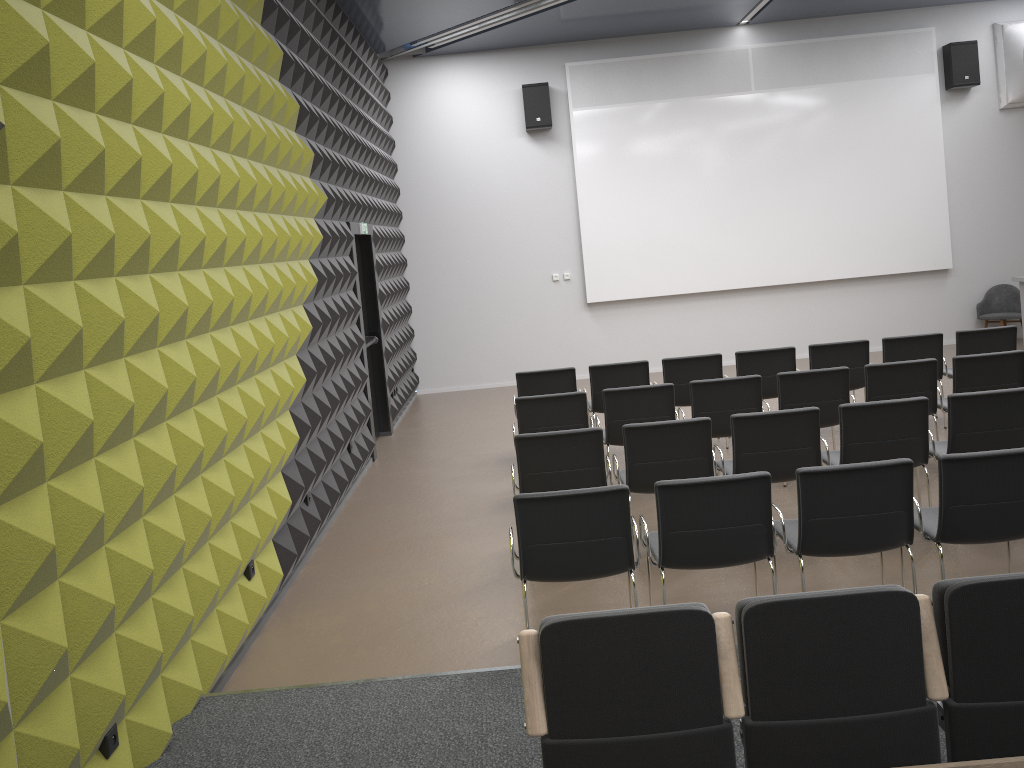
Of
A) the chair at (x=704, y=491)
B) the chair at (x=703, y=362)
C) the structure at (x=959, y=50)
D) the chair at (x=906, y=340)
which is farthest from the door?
the structure at (x=959, y=50)

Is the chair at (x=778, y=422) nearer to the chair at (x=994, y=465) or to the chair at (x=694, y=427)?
the chair at (x=694, y=427)

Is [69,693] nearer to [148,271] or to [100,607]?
[100,607]

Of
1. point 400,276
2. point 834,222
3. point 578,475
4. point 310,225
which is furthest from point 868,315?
point 310,225

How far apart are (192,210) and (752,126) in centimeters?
952cm

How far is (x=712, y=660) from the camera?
2.7m

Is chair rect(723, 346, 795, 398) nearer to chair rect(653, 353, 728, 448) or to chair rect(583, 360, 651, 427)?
chair rect(653, 353, 728, 448)

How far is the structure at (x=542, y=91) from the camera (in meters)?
12.04

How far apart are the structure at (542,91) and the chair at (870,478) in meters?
8.5 m

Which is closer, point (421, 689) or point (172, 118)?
point (421, 689)
